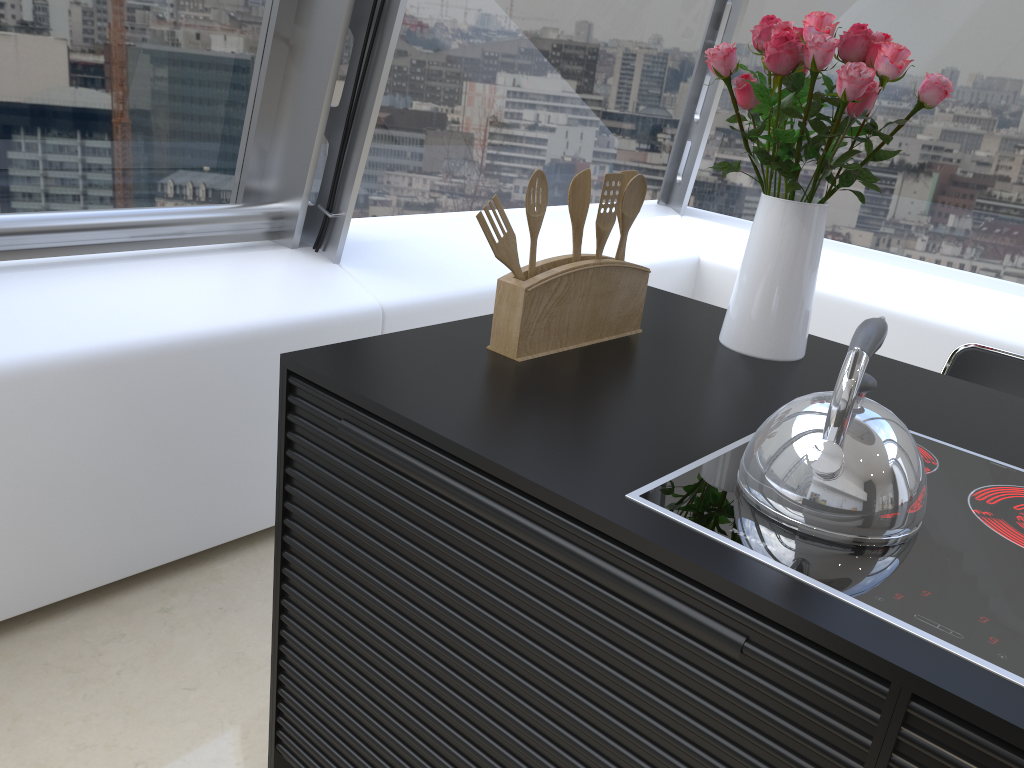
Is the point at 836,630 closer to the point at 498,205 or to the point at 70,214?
the point at 498,205

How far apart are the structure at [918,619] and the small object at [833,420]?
0.0 meters

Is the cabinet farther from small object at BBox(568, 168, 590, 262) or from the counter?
small object at BBox(568, 168, 590, 262)

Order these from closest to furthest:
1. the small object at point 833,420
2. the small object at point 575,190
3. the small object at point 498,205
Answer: Answer: the small object at point 833,420, the small object at point 498,205, the small object at point 575,190

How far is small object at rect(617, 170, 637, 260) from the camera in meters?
1.6

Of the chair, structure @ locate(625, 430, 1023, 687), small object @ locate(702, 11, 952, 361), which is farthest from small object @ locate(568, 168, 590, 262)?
the chair

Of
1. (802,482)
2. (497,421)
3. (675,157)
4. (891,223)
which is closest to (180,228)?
(497,421)

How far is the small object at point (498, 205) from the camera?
1.4m

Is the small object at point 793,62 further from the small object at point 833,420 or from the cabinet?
the cabinet

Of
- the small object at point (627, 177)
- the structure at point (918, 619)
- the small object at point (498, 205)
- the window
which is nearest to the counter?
the structure at point (918, 619)
